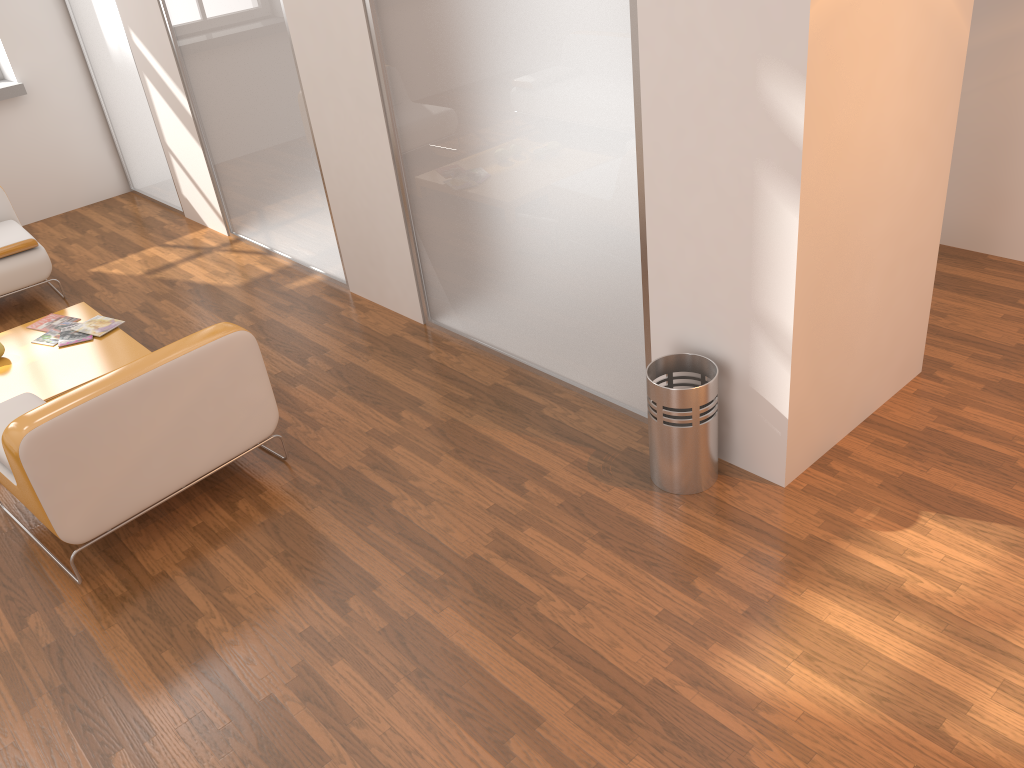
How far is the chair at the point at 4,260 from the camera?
5.20m

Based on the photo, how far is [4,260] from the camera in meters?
5.2

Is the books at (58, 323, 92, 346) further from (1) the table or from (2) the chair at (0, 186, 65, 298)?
(2) the chair at (0, 186, 65, 298)

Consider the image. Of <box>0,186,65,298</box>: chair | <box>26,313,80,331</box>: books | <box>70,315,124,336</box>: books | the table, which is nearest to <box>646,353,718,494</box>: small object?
the table

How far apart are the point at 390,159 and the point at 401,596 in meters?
2.2

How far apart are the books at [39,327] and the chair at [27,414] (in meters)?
1.38

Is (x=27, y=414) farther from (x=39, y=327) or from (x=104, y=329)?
(x=39, y=327)

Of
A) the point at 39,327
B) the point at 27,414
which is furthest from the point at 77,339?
the point at 27,414

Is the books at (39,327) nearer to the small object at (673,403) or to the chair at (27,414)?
the chair at (27,414)

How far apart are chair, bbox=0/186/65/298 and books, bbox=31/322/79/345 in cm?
79
